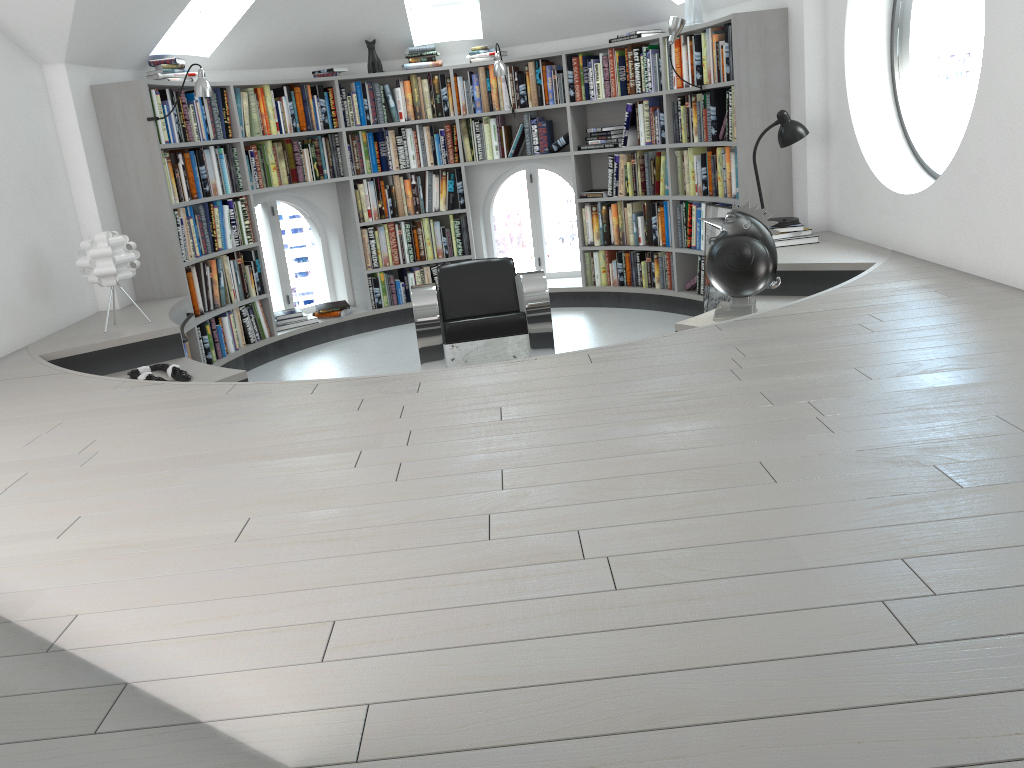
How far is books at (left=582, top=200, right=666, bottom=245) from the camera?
6.8m

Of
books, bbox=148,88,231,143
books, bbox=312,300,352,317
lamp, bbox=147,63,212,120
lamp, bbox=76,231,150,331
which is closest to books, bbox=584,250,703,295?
books, bbox=312,300,352,317

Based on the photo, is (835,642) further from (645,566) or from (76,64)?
→ (76,64)

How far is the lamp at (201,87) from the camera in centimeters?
545cm

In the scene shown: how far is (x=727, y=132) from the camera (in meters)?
5.82

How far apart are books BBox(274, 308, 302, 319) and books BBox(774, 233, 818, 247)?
3.8 meters

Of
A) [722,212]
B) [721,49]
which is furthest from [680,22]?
[722,212]

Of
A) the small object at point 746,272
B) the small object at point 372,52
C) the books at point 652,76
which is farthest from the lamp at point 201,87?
the small object at point 746,272

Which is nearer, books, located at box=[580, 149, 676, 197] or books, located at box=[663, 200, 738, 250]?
books, located at box=[663, 200, 738, 250]

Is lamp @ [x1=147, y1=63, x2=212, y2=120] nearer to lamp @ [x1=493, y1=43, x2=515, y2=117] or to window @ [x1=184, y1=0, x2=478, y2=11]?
window @ [x1=184, y1=0, x2=478, y2=11]
